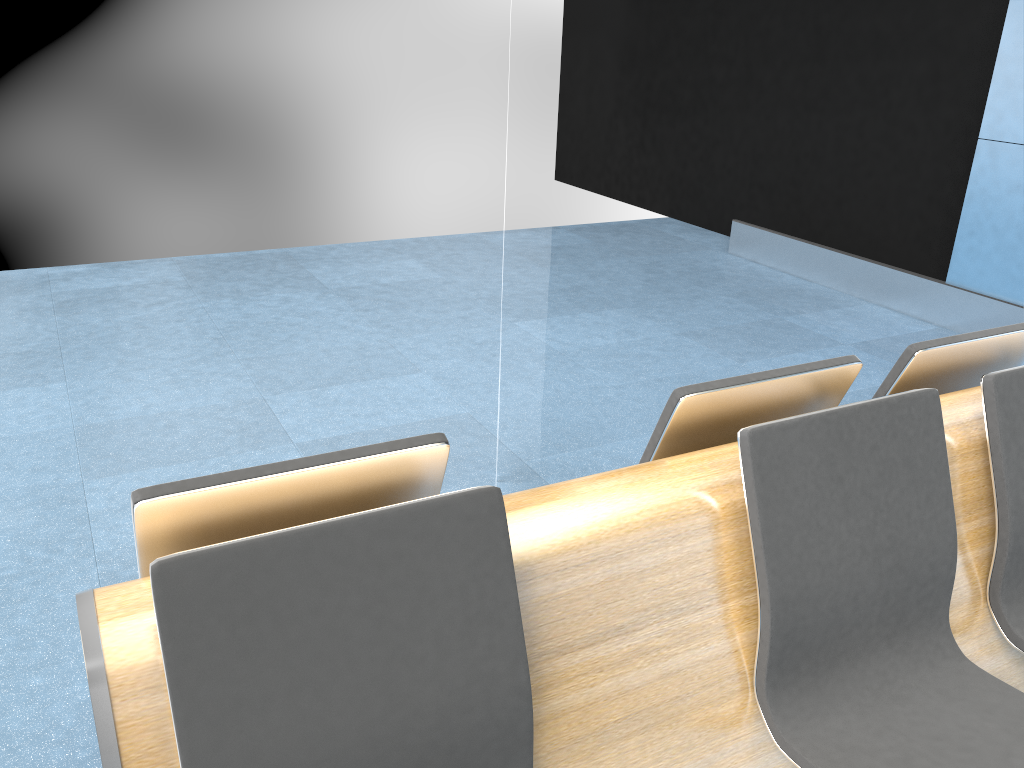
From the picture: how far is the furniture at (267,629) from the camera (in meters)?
1.16

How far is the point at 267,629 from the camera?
1.2 meters

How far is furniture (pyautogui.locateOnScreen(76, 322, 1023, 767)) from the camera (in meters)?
1.16

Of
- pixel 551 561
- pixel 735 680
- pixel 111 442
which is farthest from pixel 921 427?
pixel 111 442
